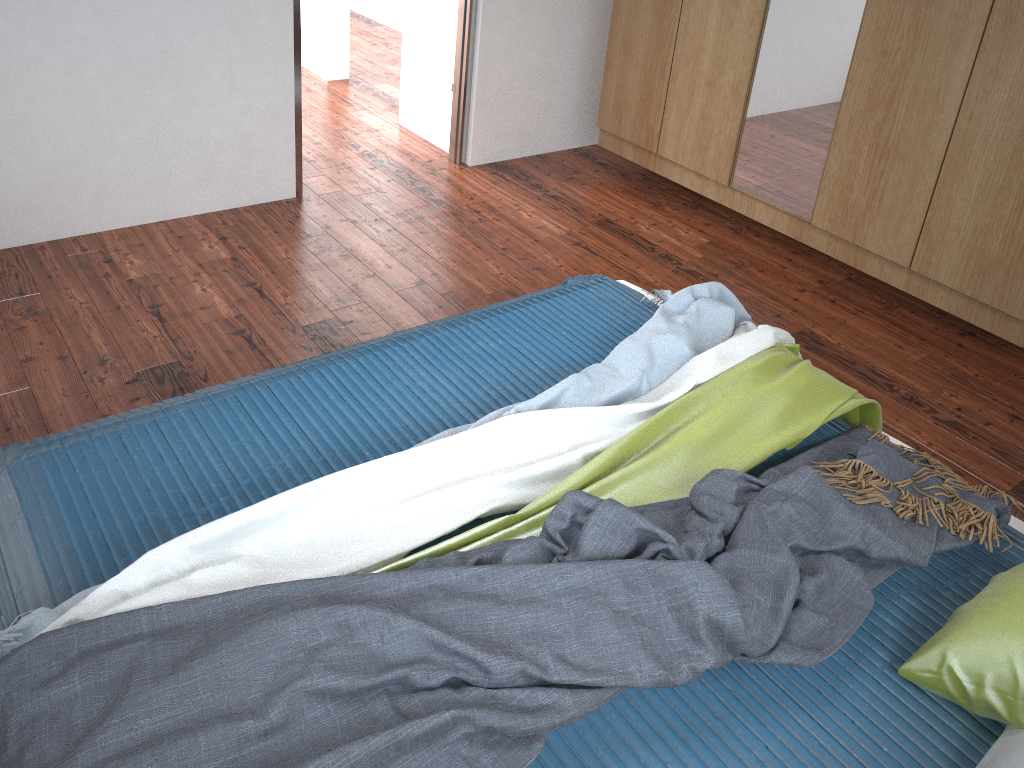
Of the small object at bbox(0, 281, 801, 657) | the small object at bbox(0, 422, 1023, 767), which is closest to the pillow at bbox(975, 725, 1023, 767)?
the small object at bbox(0, 422, 1023, 767)

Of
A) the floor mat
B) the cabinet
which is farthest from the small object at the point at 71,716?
the cabinet

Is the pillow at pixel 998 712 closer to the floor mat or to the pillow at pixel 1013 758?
the pillow at pixel 1013 758

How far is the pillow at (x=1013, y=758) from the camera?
1.4 meters

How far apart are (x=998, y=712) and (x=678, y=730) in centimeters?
53cm

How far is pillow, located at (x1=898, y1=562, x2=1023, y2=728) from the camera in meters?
1.5

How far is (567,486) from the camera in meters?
1.8 m

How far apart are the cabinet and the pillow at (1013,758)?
1.9m

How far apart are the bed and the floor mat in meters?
0.5

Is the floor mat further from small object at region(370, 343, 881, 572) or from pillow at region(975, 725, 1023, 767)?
pillow at region(975, 725, 1023, 767)
